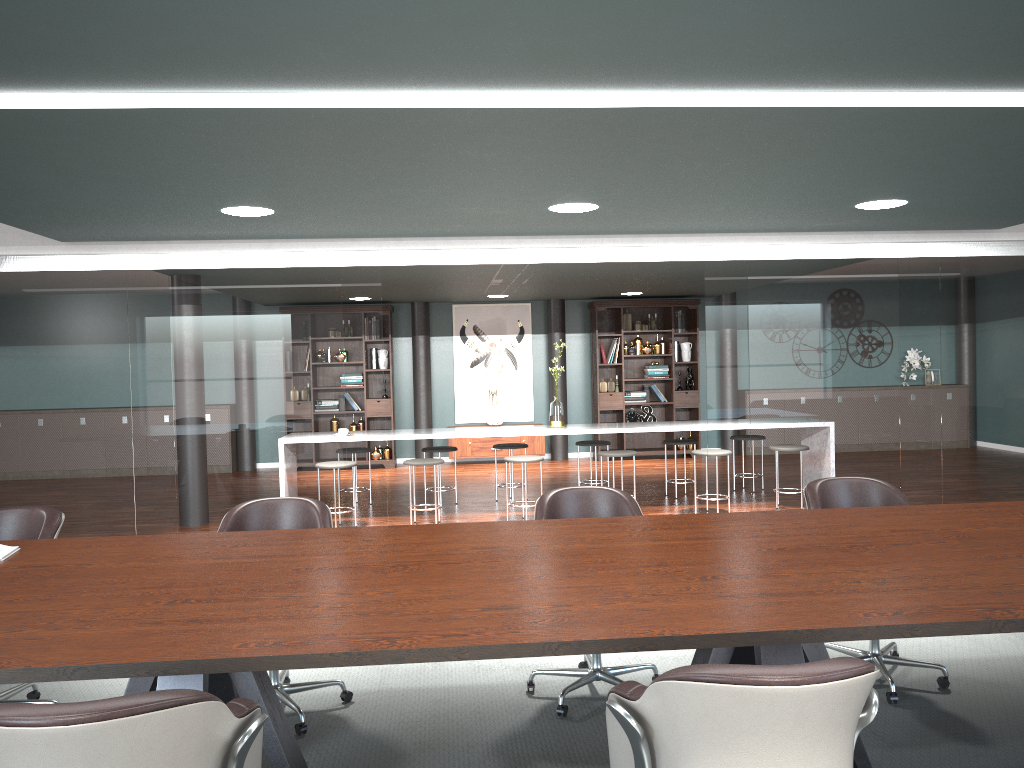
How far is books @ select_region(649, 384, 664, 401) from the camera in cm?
1110

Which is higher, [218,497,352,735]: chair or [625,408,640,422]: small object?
[218,497,352,735]: chair

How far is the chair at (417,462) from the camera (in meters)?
6.84

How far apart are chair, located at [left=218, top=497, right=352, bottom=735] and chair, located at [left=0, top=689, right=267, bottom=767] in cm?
133

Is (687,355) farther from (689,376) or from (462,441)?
(462,441)

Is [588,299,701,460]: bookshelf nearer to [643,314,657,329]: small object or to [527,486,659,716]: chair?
[643,314,657,329]: small object

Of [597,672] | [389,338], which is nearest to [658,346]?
[389,338]

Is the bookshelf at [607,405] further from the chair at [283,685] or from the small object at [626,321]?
the chair at [283,685]

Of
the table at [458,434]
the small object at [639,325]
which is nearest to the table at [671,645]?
the table at [458,434]

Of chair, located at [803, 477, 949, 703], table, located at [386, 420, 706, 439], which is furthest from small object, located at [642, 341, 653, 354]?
chair, located at [803, 477, 949, 703]
